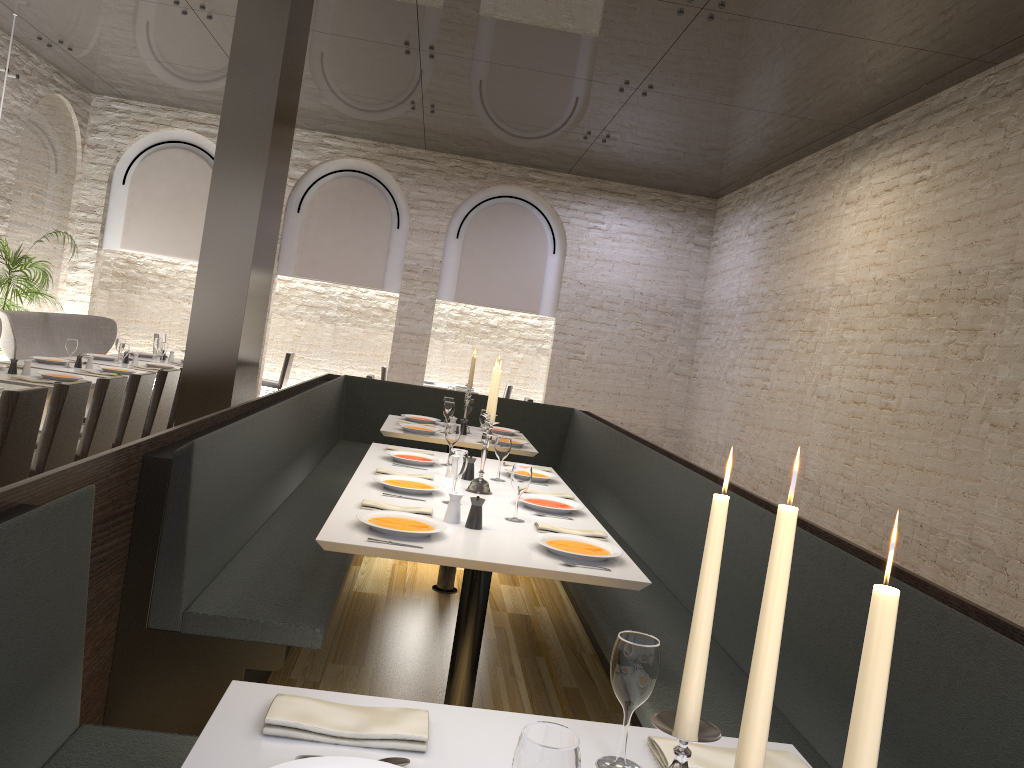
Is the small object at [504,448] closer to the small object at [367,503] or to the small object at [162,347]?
the small object at [367,503]

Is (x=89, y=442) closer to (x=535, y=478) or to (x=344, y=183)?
(x=535, y=478)

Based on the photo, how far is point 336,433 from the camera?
7.3 meters

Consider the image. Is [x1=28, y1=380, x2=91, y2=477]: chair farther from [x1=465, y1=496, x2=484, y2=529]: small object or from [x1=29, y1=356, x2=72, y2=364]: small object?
[x1=465, y1=496, x2=484, y2=529]: small object

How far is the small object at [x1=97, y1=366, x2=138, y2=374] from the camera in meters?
7.1 m

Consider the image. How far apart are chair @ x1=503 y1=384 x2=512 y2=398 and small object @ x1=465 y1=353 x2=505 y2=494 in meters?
8.2 m

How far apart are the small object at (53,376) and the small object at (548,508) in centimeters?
372cm

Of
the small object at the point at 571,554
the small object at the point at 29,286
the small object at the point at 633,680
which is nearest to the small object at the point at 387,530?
the small object at the point at 571,554

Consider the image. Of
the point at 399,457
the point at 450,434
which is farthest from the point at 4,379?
the point at 450,434

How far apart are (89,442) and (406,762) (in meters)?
4.50
